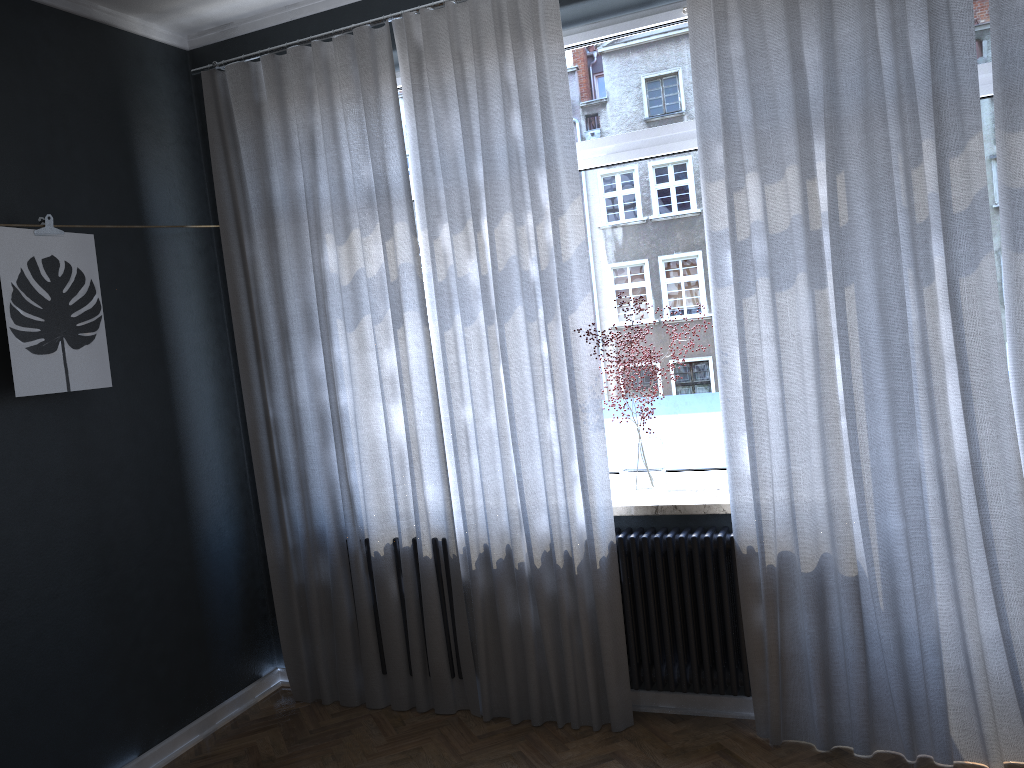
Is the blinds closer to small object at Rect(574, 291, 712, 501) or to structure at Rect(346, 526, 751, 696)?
structure at Rect(346, 526, 751, 696)

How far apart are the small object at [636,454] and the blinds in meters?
0.1

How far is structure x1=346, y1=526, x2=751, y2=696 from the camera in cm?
319

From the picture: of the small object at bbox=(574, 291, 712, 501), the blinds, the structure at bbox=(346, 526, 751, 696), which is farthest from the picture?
the small object at bbox=(574, 291, 712, 501)

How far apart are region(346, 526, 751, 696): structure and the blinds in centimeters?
3cm

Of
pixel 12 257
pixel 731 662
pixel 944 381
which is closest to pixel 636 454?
pixel 731 662

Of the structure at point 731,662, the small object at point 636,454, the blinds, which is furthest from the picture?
the small object at point 636,454

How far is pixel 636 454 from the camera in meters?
3.4

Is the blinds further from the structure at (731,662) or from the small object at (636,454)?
the small object at (636,454)

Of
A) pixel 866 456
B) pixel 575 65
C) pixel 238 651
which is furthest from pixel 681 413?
pixel 238 651
